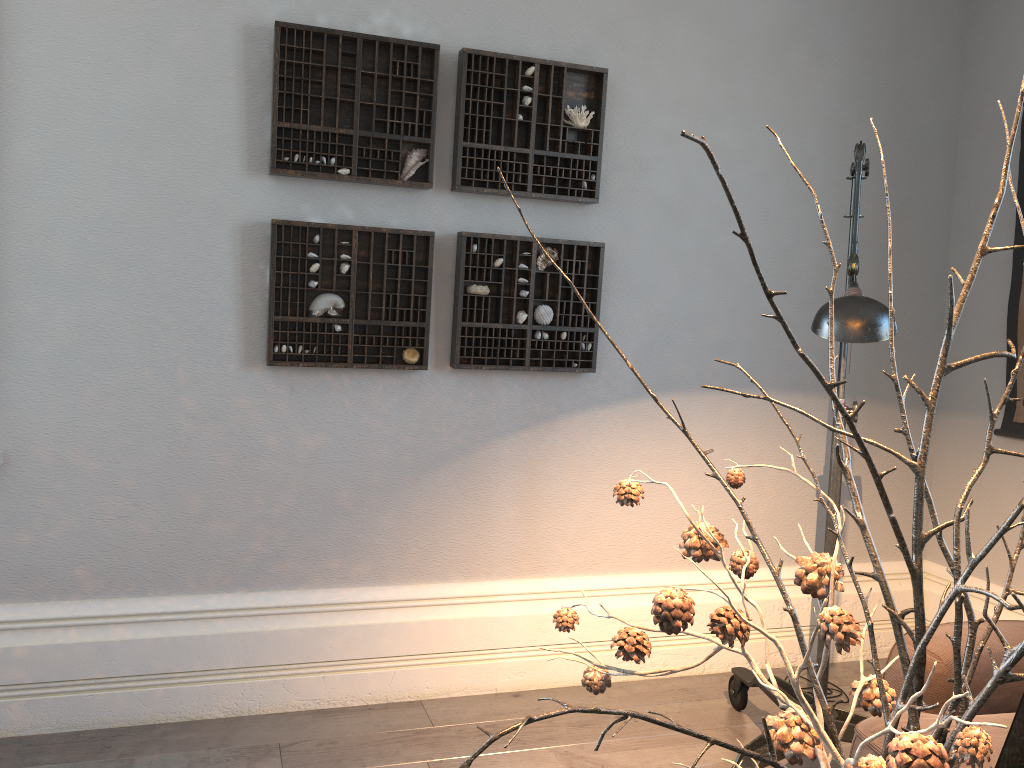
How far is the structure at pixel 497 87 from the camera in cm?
265

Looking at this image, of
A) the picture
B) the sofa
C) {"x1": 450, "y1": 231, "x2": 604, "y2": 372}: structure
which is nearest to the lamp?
the sofa

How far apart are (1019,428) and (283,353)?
2.4m

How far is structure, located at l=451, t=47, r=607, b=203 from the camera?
2.65m

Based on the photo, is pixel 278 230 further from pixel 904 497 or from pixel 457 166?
pixel 904 497

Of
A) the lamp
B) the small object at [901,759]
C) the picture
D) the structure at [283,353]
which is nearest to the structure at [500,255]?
the structure at [283,353]

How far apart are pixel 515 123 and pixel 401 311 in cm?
67

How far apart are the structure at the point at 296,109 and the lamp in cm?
117

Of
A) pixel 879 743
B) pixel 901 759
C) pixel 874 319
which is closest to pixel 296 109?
pixel 874 319

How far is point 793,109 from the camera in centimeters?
306cm
